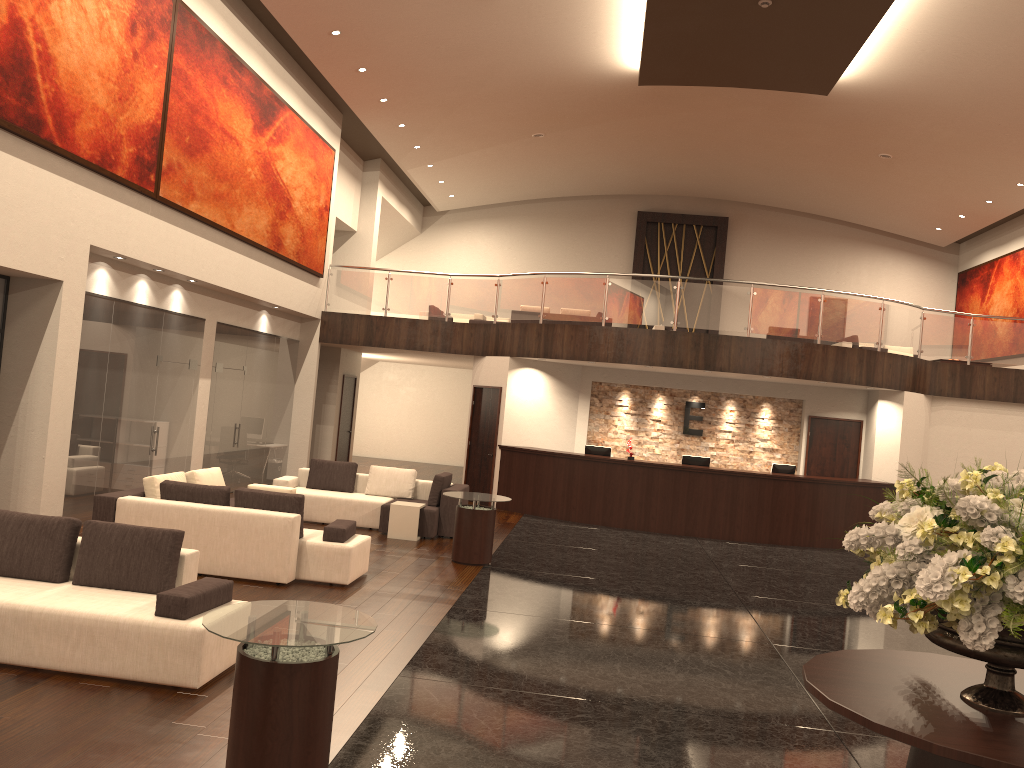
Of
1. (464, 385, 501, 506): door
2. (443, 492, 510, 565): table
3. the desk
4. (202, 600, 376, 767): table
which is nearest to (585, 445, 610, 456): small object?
the desk

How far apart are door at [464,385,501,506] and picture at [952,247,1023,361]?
12.42m

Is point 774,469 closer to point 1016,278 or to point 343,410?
point 343,410

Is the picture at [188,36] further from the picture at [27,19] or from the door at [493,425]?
the door at [493,425]

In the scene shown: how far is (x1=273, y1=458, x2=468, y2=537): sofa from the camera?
12.3m

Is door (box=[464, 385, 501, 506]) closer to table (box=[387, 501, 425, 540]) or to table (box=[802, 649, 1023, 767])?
table (box=[387, 501, 425, 540])

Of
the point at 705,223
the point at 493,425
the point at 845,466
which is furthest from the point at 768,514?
the point at 705,223

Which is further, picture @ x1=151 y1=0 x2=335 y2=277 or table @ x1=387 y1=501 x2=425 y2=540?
table @ x1=387 y1=501 x2=425 y2=540

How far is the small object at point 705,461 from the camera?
15.4 meters

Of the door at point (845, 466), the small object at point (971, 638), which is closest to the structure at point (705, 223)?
the door at point (845, 466)
